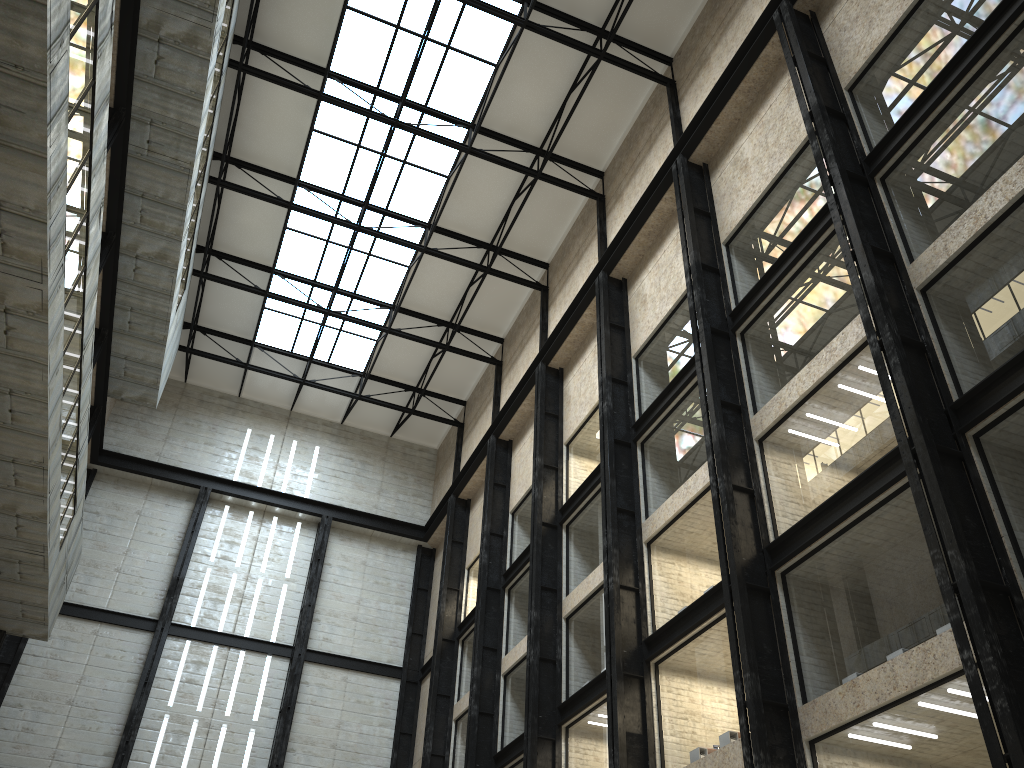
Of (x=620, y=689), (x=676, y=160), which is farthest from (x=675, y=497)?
(x=676, y=160)

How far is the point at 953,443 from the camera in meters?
24.4 m
